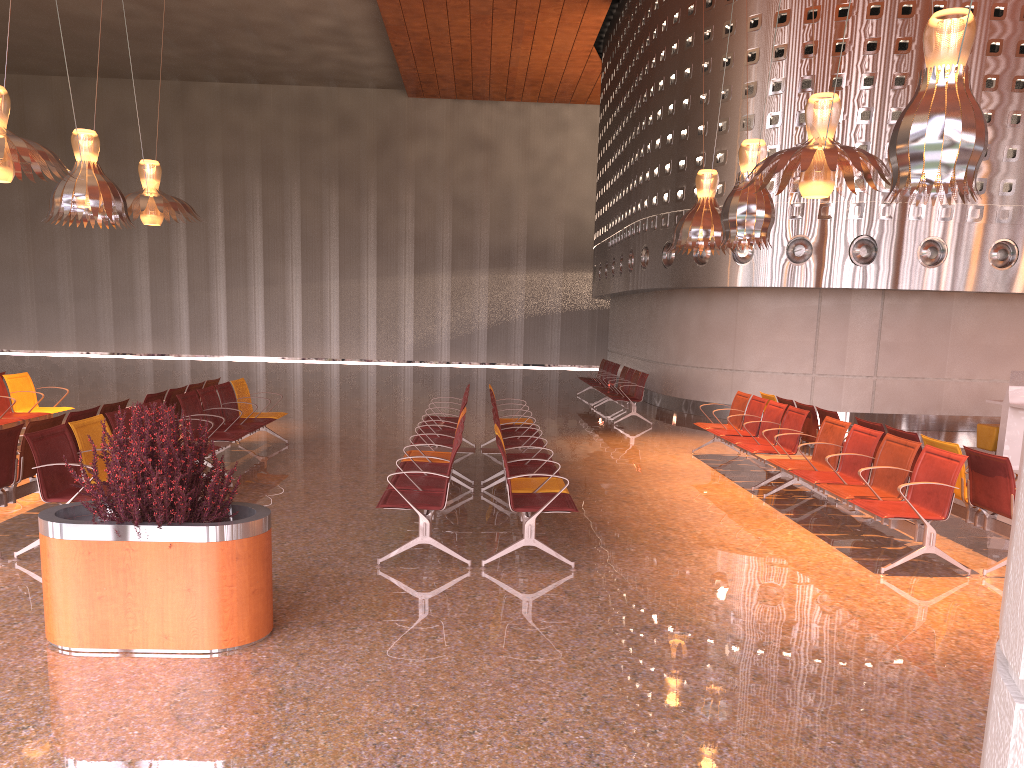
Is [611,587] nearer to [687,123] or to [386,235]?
[687,123]
